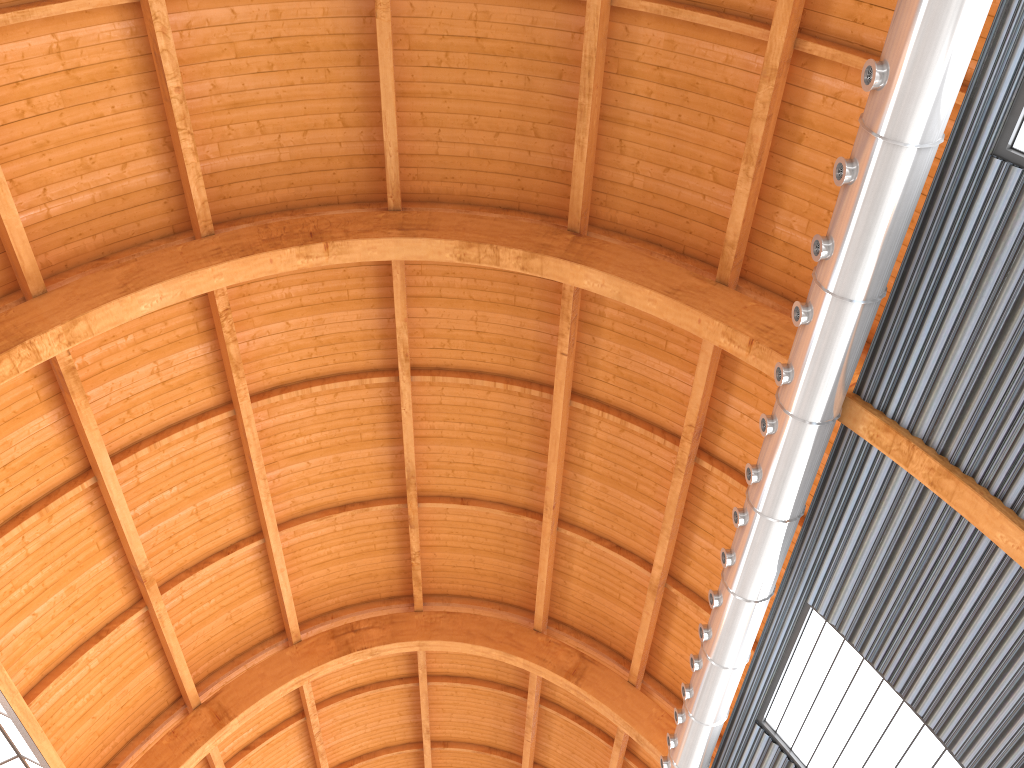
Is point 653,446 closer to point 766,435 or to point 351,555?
point 766,435

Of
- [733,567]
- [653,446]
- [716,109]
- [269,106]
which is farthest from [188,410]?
[716,109]
